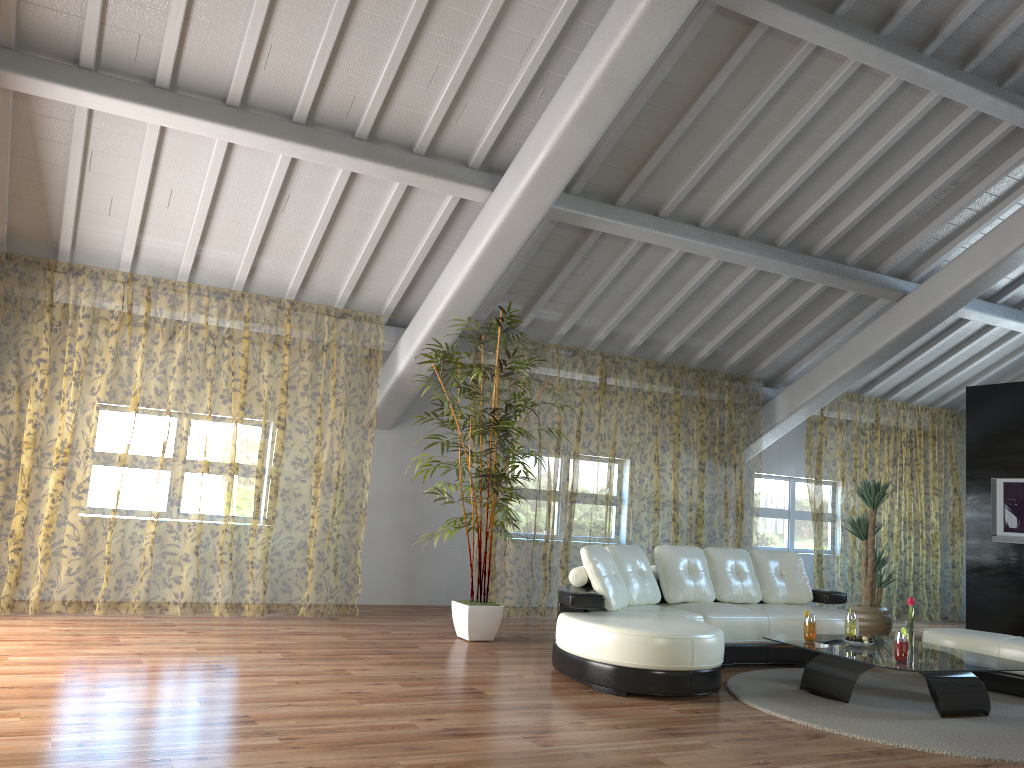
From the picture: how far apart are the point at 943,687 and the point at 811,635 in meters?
0.8

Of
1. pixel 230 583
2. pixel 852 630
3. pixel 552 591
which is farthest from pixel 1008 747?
pixel 230 583

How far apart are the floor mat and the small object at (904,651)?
0.3m

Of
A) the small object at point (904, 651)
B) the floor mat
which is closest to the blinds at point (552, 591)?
the floor mat

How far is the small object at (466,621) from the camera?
6.5 meters

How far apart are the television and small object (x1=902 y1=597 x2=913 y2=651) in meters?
4.2 m

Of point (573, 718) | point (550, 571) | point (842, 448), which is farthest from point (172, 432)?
point (842, 448)

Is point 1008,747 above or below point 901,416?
below

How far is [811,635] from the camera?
5.5m

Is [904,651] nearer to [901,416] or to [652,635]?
A: [652,635]
